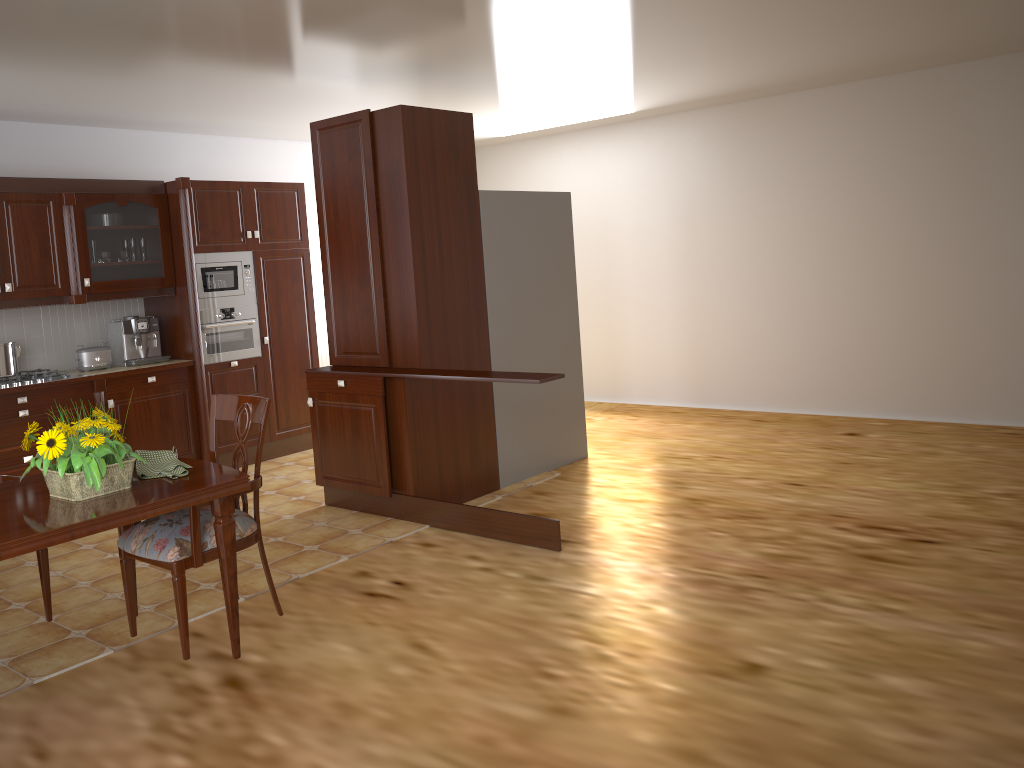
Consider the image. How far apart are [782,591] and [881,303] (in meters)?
3.60

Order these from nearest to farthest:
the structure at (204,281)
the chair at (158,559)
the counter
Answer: the chair at (158,559)
the counter
the structure at (204,281)

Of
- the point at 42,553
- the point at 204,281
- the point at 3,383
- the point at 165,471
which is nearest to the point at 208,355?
the point at 204,281

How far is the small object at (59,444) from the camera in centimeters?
247cm

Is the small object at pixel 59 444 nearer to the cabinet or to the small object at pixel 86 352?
the cabinet

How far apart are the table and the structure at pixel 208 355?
3.2m

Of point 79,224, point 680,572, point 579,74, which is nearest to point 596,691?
point 680,572

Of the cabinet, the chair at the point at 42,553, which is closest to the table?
the chair at the point at 42,553

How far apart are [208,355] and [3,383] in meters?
1.3 m

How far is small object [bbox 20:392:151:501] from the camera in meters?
2.5
